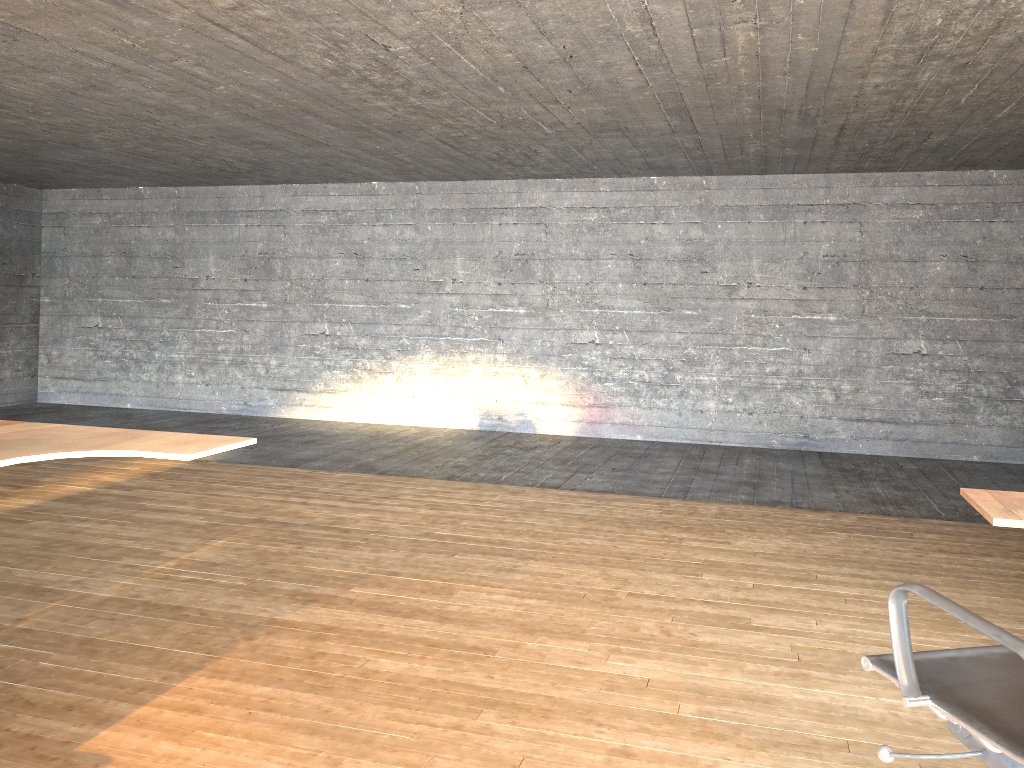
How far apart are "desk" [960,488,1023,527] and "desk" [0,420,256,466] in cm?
225

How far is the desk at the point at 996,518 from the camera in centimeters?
212cm

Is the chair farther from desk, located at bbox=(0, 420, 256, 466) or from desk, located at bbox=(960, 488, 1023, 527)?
desk, located at bbox=(0, 420, 256, 466)

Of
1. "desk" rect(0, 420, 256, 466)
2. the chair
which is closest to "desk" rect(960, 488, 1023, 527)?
the chair

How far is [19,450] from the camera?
2.75m

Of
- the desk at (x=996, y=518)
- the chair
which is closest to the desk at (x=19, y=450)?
the chair

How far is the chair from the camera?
1.60m

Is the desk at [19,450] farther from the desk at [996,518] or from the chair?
the desk at [996,518]

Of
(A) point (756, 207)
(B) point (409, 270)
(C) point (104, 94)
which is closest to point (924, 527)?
(A) point (756, 207)

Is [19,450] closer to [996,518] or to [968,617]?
[968,617]
